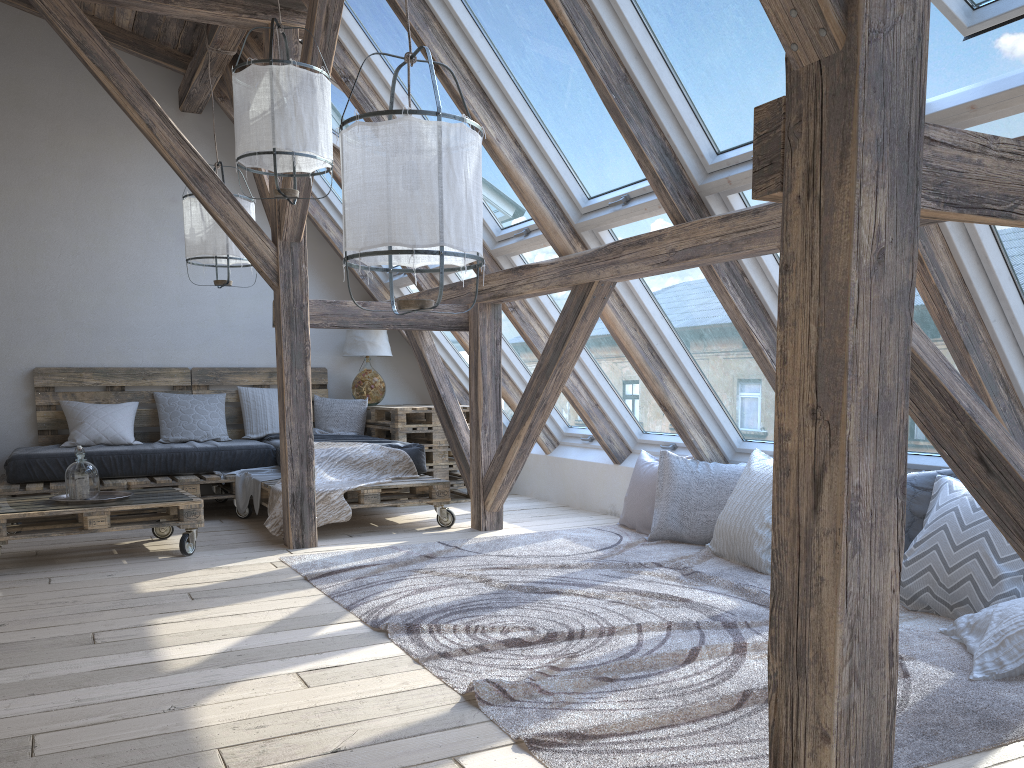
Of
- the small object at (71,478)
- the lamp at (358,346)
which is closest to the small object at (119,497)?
the small object at (71,478)

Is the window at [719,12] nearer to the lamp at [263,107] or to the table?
the lamp at [263,107]

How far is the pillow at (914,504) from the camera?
3.5m

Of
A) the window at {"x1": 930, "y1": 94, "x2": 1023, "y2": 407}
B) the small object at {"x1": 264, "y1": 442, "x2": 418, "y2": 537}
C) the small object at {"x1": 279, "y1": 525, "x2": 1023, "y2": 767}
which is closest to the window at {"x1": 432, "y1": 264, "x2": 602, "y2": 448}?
the small object at {"x1": 279, "y1": 525, "x2": 1023, "y2": 767}

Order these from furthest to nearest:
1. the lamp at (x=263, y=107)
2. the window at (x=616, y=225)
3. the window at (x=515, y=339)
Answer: the window at (x=515, y=339) → the window at (x=616, y=225) → the lamp at (x=263, y=107)

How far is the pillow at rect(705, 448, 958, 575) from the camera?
3.5m

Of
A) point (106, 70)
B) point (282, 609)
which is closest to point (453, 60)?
point (106, 70)

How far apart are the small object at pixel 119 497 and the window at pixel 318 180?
2.58m

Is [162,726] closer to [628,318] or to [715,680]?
[715,680]

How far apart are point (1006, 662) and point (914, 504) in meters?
1.0
